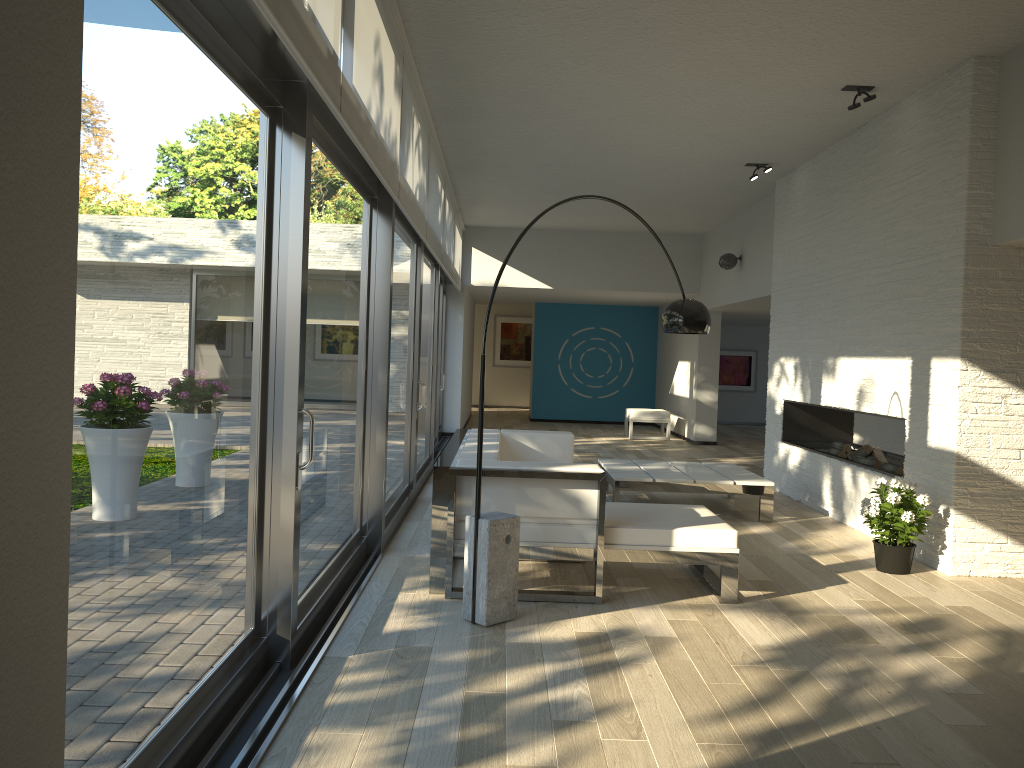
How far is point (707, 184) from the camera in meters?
9.2 m

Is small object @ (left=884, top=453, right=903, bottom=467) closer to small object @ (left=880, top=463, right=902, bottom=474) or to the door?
small object @ (left=880, top=463, right=902, bottom=474)

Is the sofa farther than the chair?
No

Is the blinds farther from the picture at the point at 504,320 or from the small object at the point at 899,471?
the picture at the point at 504,320

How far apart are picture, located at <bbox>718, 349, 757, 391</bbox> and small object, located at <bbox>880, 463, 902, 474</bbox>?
10.9 meters

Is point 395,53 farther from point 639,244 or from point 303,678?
point 639,244

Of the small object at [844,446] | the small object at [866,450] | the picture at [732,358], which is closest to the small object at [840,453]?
the small object at [844,446]

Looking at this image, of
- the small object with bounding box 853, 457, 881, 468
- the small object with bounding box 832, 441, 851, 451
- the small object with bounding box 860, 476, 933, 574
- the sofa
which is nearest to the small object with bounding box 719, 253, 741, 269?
the small object with bounding box 832, 441, 851, 451

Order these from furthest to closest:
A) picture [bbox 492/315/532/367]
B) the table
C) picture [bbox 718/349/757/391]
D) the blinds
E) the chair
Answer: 1. picture [bbox 492/315/532/367]
2. picture [bbox 718/349/757/391]
3. the chair
4. the table
5. the blinds

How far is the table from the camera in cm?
678
